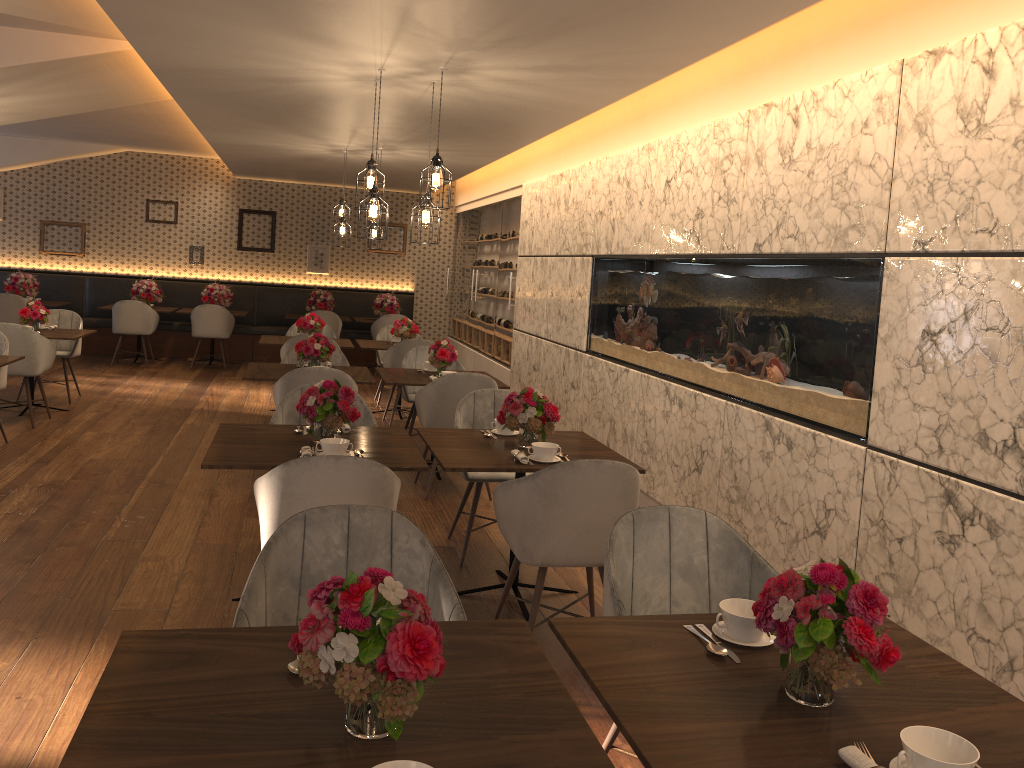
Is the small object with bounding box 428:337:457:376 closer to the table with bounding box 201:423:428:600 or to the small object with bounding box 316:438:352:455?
the table with bounding box 201:423:428:600

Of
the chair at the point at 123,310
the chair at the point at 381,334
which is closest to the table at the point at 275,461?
the chair at the point at 381,334

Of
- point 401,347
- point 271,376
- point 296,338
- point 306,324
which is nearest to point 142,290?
point 306,324

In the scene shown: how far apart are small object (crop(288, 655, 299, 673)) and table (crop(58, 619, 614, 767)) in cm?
2

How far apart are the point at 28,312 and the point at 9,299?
3.6 meters

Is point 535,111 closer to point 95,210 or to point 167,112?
point 167,112

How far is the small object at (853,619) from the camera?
1.73m

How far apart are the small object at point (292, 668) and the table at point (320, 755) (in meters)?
0.02

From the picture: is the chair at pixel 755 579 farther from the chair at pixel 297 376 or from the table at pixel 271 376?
the table at pixel 271 376

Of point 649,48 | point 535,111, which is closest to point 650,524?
point 649,48
